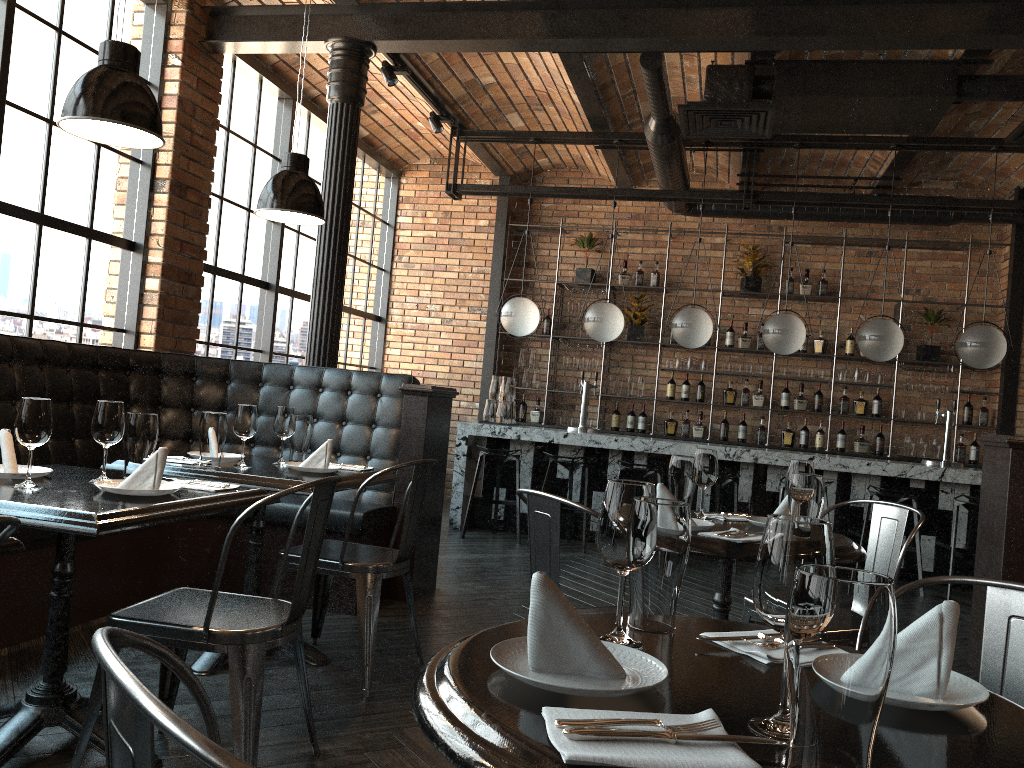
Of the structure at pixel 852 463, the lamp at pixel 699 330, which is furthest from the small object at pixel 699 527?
the lamp at pixel 699 330

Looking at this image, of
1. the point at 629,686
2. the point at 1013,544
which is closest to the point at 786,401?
the point at 1013,544

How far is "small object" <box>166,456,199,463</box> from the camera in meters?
3.5

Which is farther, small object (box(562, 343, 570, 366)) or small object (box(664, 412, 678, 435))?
small object (box(562, 343, 570, 366))

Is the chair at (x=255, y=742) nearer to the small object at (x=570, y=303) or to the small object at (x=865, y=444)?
the small object at (x=570, y=303)

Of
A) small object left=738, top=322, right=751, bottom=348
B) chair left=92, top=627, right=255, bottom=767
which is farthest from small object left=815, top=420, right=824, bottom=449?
chair left=92, top=627, right=255, bottom=767

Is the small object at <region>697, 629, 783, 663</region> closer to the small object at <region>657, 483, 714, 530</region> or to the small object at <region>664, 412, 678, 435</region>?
the small object at <region>657, 483, 714, 530</region>

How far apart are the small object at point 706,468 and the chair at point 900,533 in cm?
45

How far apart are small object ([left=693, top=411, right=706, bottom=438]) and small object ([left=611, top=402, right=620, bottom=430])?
0.81m

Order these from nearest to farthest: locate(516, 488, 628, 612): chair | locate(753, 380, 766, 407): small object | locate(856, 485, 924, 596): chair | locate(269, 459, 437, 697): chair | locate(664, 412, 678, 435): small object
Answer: locate(516, 488, 628, 612): chair, locate(269, 459, 437, 697): chair, locate(856, 485, 924, 596): chair, locate(753, 380, 766, 407): small object, locate(664, 412, 678, 435): small object
